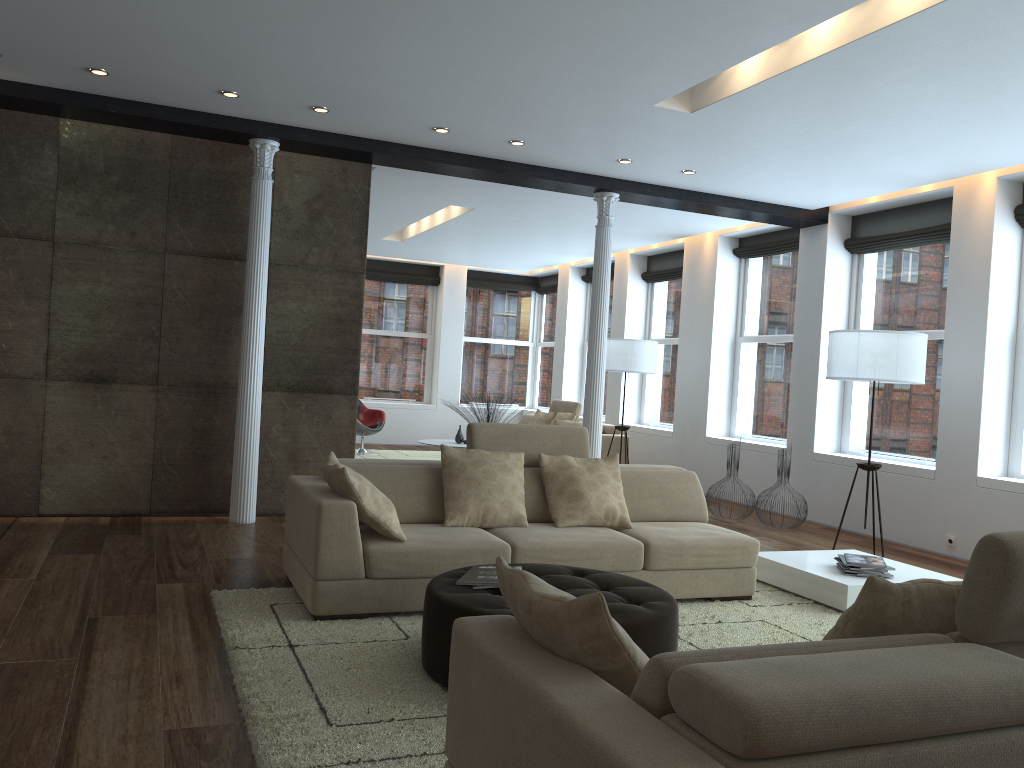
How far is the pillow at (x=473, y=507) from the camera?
4.9 meters

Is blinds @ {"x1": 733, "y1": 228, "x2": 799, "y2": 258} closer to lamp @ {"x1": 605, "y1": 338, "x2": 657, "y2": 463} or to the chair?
lamp @ {"x1": 605, "y1": 338, "x2": 657, "y2": 463}

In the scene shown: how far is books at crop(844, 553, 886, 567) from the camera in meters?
5.2 m

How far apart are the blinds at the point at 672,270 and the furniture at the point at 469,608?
7.8 meters

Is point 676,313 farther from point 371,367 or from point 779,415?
point 371,367

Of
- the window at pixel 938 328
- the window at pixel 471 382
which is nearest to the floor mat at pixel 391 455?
the window at pixel 471 382

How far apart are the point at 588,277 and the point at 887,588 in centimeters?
1178cm

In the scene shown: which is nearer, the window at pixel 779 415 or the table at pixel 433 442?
the window at pixel 779 415

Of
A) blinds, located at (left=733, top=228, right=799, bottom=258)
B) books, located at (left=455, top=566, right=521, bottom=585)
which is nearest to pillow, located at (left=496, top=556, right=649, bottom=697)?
books, located at (left=455, top=566, right=521, bottom=585)

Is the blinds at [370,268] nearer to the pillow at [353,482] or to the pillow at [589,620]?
the pillow at [353,482]
